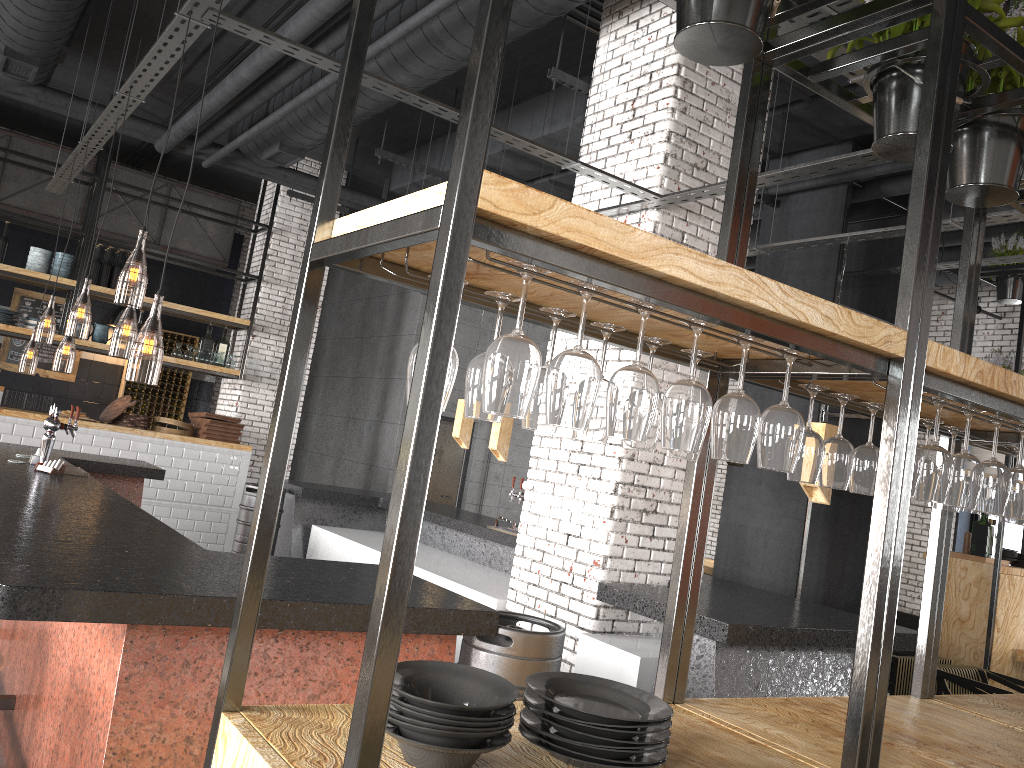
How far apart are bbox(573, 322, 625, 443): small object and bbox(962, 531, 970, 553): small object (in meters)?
7.32

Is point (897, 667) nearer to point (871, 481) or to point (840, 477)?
point (871, 481)

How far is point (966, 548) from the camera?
8.0m

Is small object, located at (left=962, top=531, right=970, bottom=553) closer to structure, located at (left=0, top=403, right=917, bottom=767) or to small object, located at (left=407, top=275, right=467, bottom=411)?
structure, located at (left=0, top=403, right=917, bottom=767)

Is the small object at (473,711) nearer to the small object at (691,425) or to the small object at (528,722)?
the small object at (528,722)

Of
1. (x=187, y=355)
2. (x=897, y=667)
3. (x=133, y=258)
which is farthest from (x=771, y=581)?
(x=187, y=355)

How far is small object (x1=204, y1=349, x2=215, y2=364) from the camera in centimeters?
1028cm

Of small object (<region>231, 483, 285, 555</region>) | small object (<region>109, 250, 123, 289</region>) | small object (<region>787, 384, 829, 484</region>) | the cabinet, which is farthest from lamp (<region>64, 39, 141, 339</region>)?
small object (<region>787, 384, 829, 484</region>)

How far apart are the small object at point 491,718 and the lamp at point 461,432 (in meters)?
6.51

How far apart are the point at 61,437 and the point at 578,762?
8.53m
